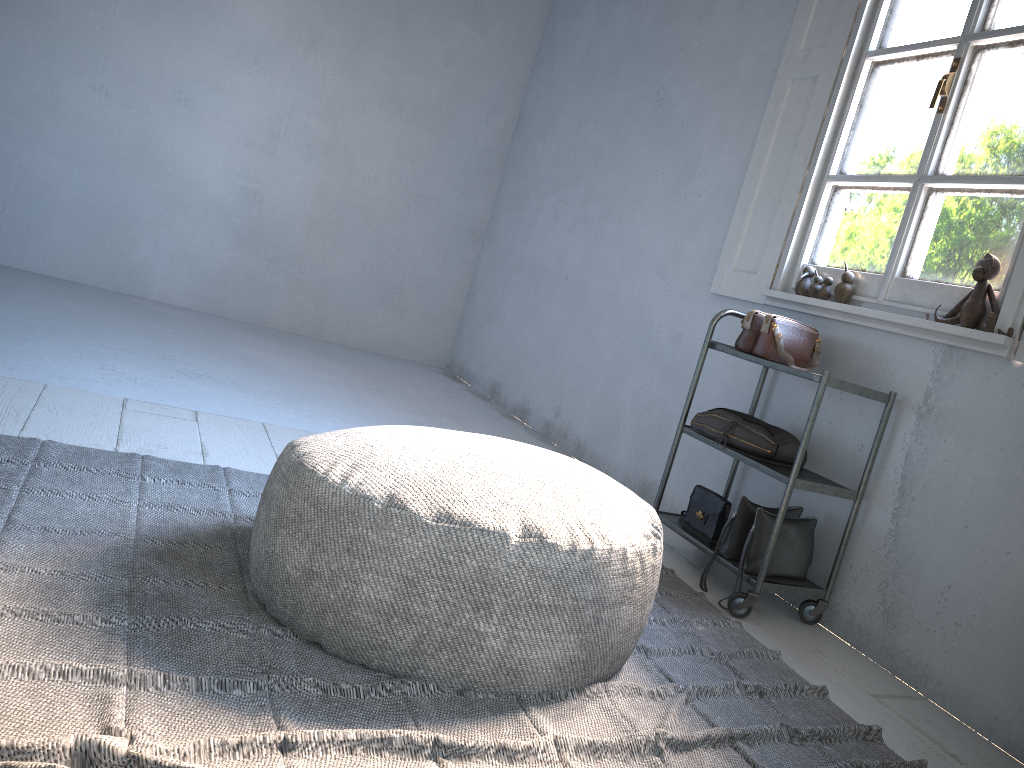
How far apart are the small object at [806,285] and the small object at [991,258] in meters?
0.7

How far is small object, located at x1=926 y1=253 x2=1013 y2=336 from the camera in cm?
262

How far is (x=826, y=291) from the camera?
3.3 meters

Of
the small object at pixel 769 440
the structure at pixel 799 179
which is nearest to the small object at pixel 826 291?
the structure at pixel 799 179

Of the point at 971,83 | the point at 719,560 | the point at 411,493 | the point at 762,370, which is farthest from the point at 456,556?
the point at 971,83

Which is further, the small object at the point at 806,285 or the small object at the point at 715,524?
the small object at the point at 806,285

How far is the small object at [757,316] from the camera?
3.3m

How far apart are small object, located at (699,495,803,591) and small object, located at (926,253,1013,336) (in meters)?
0.82

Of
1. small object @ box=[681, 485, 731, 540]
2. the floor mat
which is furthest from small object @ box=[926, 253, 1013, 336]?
the floor mat

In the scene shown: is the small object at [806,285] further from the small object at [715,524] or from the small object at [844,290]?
the small object at [715,524]
